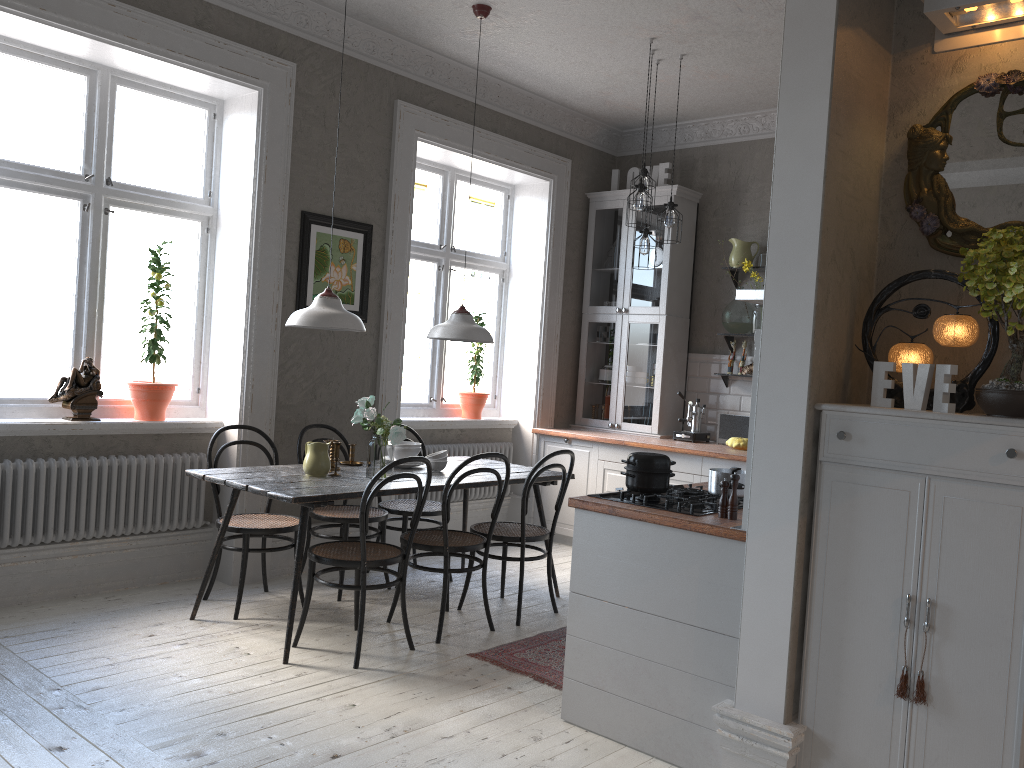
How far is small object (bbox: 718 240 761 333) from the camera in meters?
6.4 m

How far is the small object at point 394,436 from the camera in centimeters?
433cm

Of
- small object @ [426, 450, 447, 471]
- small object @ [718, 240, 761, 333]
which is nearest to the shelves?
small object @ [718, 240, 761, 333]

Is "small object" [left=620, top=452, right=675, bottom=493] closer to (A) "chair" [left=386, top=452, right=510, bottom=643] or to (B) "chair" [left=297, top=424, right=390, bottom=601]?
(A) "chair" [left=386, top=452, right=510, bottom=643]

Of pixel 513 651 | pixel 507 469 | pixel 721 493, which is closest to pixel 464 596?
pixel 513 651

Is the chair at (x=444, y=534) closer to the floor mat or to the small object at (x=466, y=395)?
the floor mat

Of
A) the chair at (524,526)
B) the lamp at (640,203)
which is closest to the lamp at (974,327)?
the chair at (524,526)

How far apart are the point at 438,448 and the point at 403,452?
1.45m

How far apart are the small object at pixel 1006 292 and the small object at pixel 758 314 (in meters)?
3.72

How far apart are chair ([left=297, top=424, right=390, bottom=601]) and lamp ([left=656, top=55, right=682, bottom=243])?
2.4m
